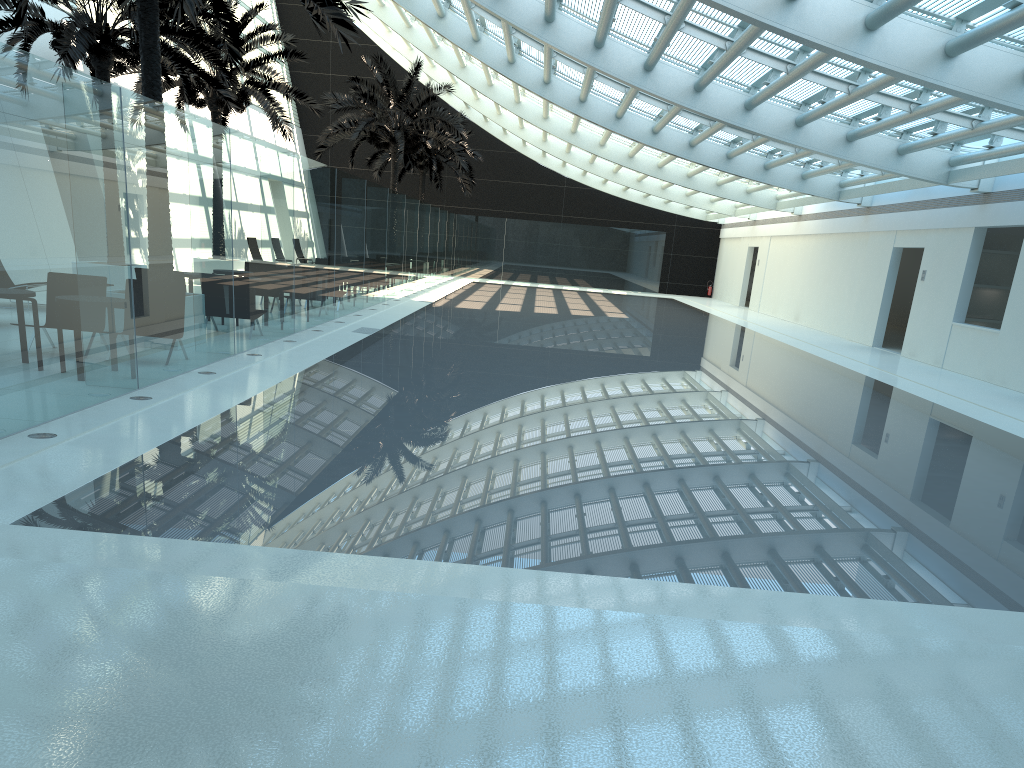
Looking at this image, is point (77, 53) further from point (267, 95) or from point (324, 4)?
point (267, 95)

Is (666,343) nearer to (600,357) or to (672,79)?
(600,357)

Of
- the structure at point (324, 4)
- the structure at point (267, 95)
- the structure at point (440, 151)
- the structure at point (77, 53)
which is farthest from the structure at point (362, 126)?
the structure at point (324, 4)

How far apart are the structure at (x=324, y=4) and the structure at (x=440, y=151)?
23.2m

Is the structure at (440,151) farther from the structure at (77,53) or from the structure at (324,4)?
the structure at (324,4)

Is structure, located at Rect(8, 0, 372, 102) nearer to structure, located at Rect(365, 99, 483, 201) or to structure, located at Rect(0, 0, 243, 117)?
structure, located at Rect(0, 0, 243, 117)

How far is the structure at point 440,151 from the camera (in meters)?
37.22

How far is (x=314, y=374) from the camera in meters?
10.7 m

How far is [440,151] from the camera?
37.2m

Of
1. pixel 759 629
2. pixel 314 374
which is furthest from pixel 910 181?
pixel 759 629
